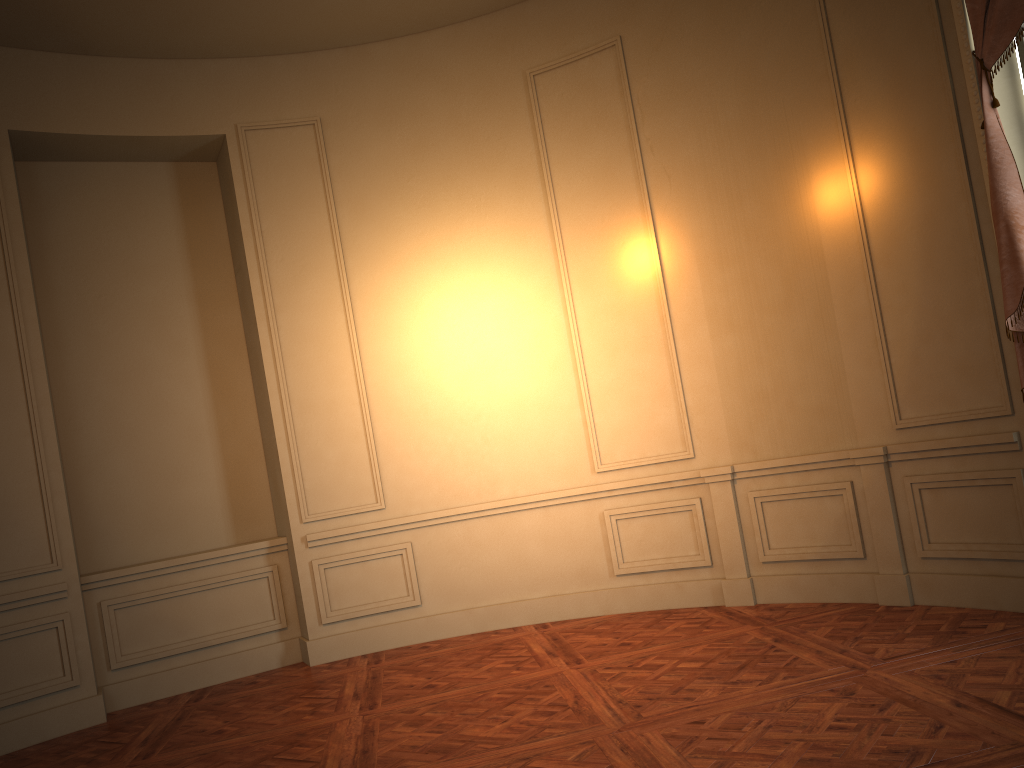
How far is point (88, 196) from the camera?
6.2m

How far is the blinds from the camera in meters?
4.0 m

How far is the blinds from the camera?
3.97m

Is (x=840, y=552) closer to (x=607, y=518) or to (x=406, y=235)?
(x=607, y=518)

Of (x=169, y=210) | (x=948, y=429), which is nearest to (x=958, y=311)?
(x=948, y=429)
